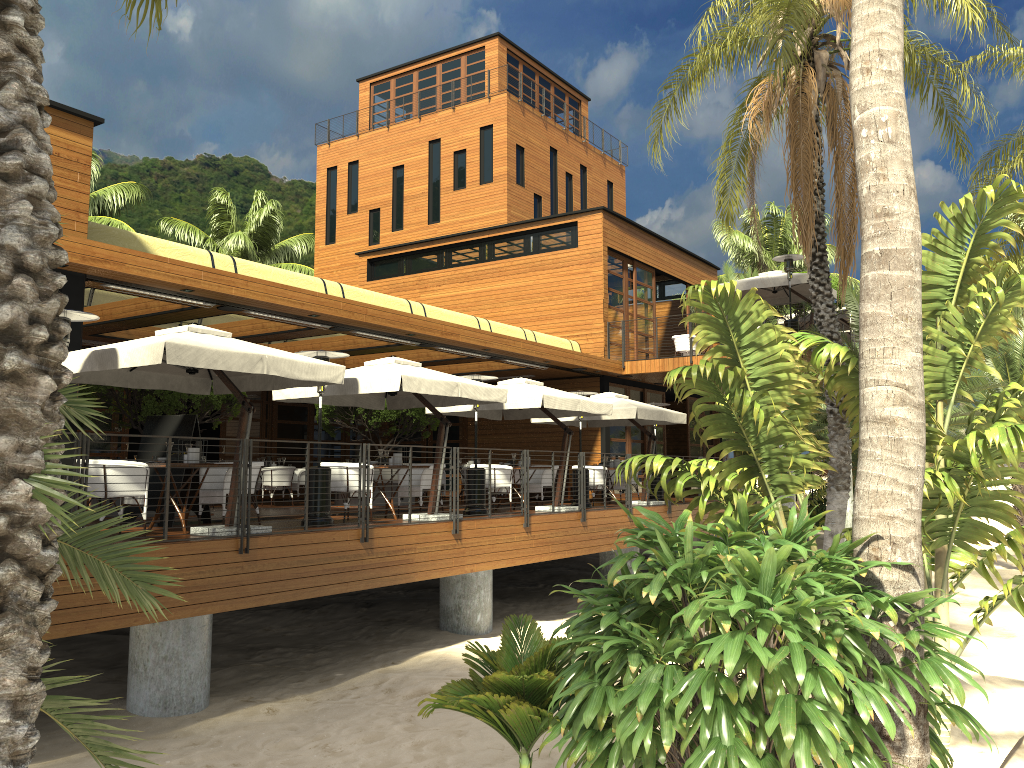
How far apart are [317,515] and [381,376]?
1.90m

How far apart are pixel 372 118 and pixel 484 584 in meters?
28.3

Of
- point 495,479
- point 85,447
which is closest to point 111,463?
point 85,447

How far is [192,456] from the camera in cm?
964

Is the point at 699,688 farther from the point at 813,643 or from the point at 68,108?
the point at 68,108

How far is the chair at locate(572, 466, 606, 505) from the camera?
17.4m

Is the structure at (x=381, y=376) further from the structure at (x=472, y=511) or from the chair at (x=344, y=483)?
the chair at (x=344, y=483)

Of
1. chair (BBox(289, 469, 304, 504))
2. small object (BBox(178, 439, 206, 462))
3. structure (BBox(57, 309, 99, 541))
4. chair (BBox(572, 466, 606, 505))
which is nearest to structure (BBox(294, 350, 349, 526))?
small object (BBox(178, 439, 206, 462))

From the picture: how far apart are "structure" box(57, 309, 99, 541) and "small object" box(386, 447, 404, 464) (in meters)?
4.86

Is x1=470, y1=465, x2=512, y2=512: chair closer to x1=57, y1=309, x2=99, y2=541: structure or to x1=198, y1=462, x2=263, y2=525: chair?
x1=198, y1=462, x2=263, y2=525: chair
